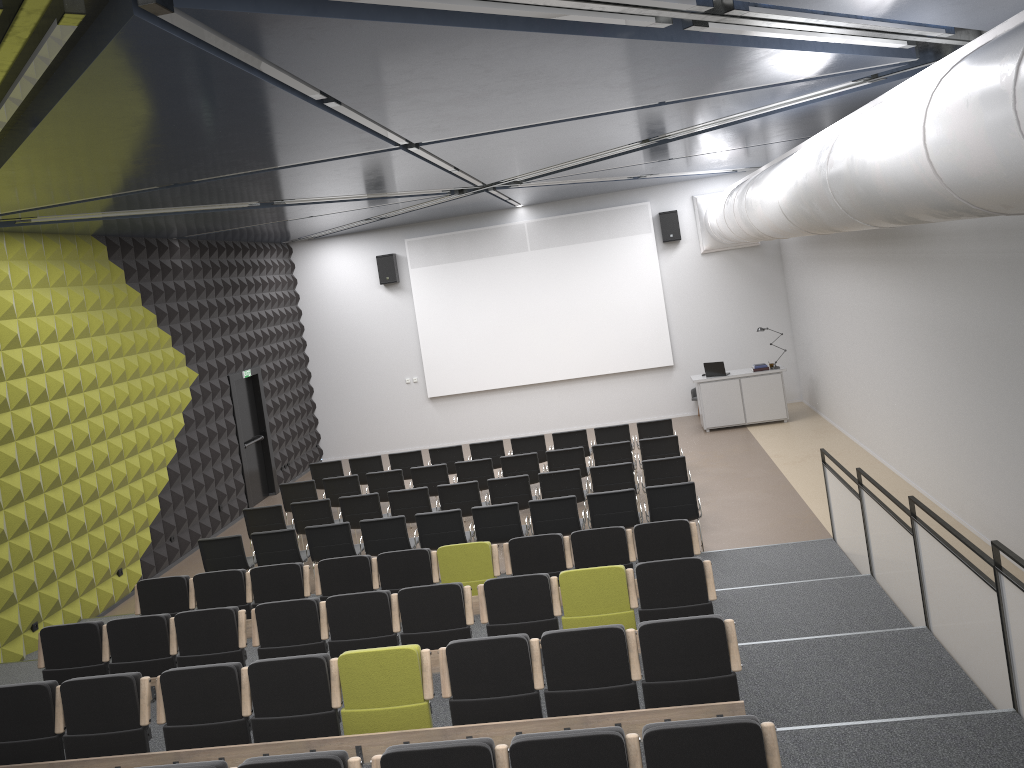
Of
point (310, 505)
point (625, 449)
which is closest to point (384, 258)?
point (310, 505)

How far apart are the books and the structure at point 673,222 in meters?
3.2

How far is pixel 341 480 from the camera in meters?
13.2

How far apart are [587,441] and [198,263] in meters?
7.1

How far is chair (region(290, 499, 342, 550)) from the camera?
12.0 meters

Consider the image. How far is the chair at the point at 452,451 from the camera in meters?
14.4 m

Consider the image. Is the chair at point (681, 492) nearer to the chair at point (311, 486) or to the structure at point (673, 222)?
the chair at point (311, 486)

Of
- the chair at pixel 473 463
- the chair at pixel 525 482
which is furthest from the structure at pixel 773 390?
the chair at pixel 525 482

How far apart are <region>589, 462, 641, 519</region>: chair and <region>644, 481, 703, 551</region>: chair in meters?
1.3 m

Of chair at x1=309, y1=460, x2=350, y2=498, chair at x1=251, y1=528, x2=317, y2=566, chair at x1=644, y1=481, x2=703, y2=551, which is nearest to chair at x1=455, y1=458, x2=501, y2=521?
chair at x1=309, y1=460, x2=350, y2=498
